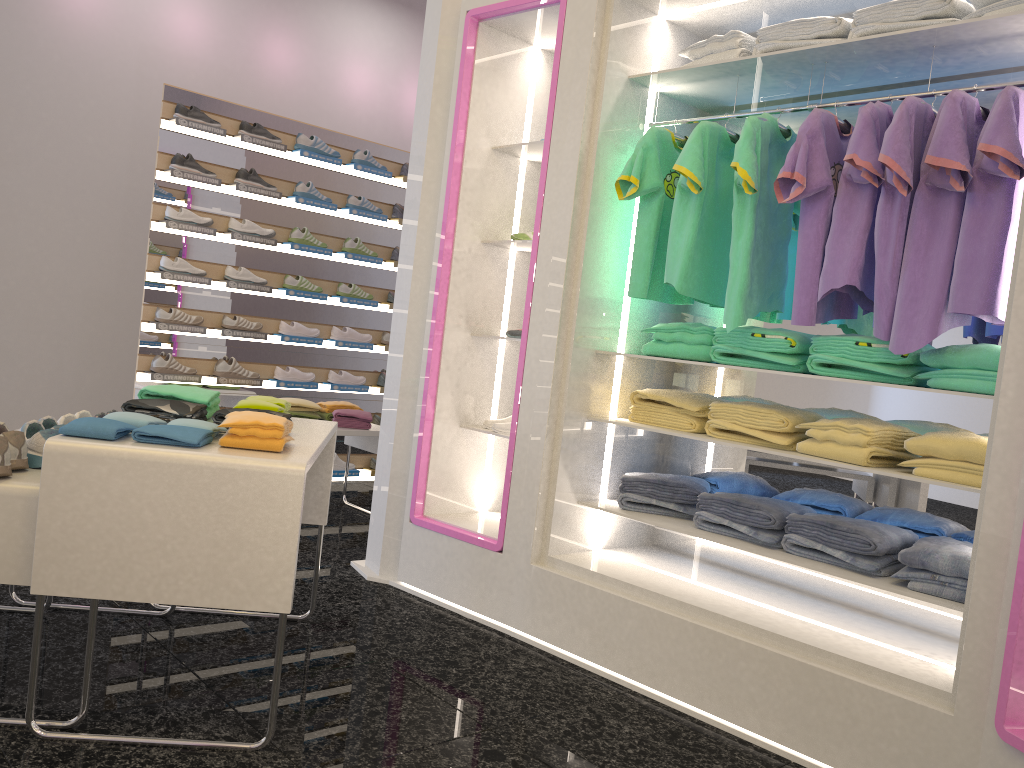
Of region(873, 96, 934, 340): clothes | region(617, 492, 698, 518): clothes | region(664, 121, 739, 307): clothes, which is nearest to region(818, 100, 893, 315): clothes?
region(873, 96, 934, 340): clothes

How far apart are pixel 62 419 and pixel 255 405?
0.58m

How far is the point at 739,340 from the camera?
3.14m

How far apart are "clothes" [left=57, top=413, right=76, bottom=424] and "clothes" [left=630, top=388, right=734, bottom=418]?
2.0m

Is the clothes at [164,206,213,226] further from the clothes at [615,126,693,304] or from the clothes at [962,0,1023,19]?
the clothes at [962,0,1023,19]

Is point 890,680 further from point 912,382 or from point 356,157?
point 356,157

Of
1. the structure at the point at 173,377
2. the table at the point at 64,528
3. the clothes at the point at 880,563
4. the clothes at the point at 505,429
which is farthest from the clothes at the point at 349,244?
the clothes at the point at 880,563

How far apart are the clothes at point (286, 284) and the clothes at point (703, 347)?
3.3 meters

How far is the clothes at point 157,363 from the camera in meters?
5.4

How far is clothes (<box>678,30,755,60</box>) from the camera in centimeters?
320cm
